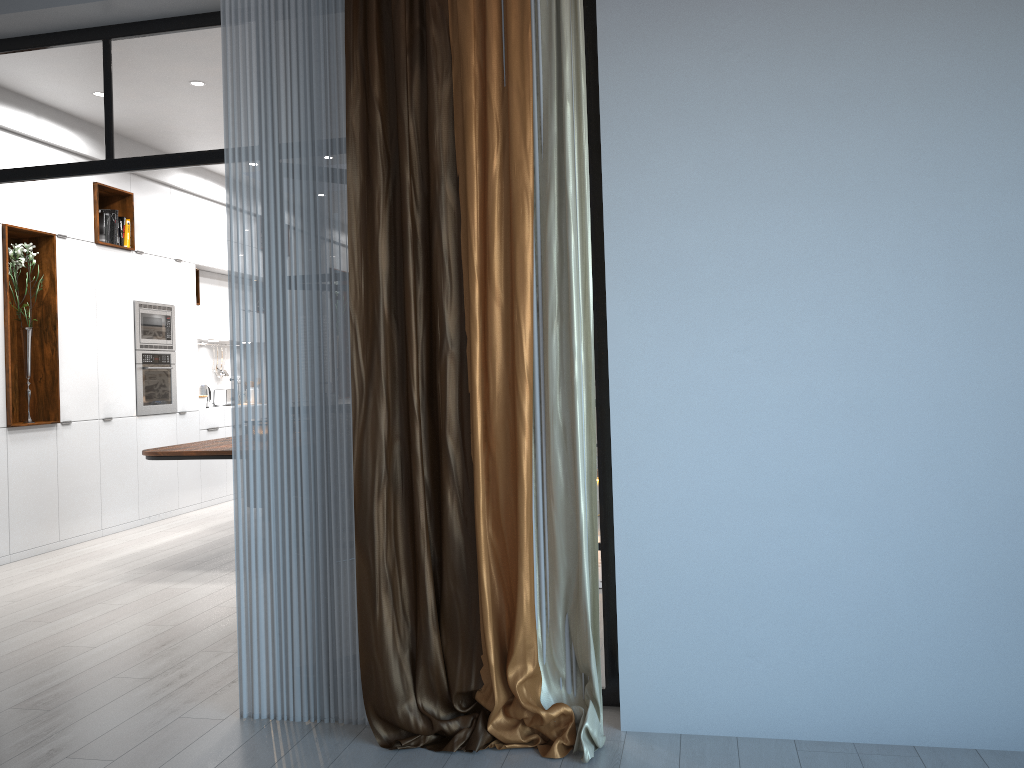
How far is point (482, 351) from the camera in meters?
3.0

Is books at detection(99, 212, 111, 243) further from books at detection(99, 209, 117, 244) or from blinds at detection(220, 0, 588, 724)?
blinds at detection(220, 0, 588, 724)

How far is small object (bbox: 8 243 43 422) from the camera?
6.4m

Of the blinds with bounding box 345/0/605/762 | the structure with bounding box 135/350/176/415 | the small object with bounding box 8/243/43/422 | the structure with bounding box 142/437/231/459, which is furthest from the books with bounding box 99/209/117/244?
the blinds with bounding box 345/0/605/762

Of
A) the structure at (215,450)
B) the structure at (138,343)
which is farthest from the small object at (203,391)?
the structure at (215,450)

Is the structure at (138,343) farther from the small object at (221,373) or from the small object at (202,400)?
the small object at (221,373)

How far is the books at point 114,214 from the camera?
7.4 meters

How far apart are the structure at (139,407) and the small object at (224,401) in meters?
1.2

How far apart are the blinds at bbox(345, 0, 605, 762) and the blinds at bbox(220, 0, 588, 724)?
0.12m

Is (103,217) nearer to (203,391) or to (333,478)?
(203,391)
